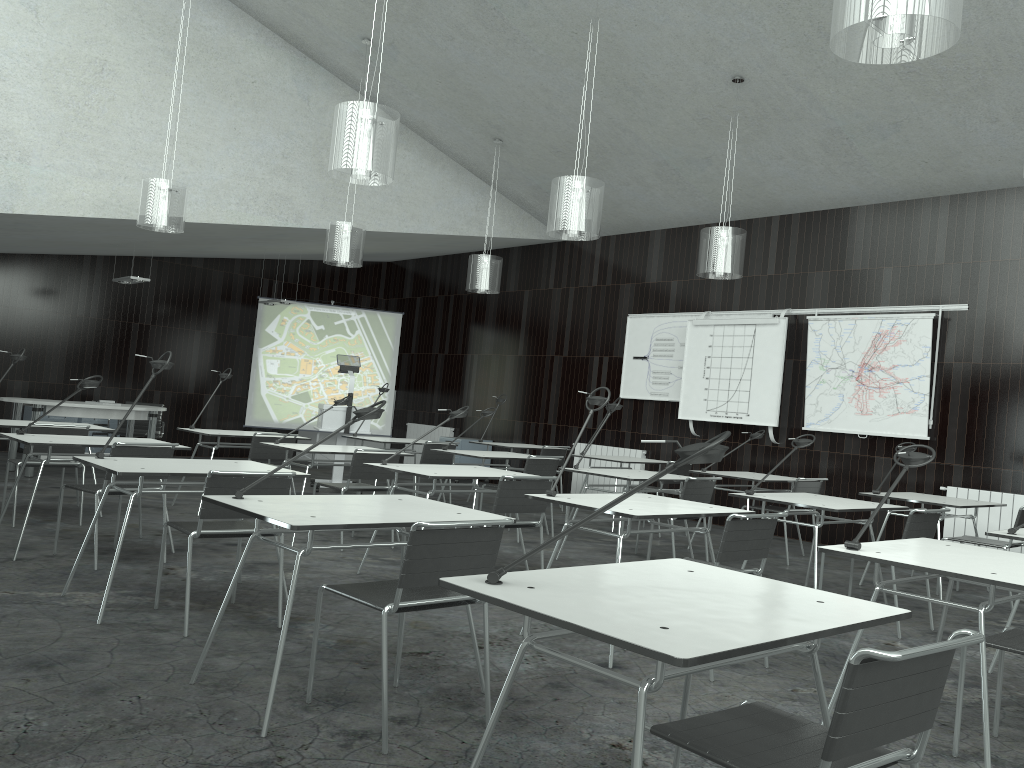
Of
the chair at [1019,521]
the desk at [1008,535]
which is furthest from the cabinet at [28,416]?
the desk at [1008,535]

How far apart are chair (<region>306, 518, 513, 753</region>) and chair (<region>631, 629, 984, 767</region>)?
1.0 meters

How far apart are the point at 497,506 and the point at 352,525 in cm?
204

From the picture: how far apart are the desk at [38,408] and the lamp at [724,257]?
5.7 meters

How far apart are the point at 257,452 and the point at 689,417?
4.58m

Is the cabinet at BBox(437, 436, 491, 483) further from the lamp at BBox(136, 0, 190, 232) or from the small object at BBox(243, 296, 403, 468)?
the lamp at BBox(136, 0, 190, 232)

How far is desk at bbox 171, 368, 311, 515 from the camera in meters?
7.1

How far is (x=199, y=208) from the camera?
8.2m

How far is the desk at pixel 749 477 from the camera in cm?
714

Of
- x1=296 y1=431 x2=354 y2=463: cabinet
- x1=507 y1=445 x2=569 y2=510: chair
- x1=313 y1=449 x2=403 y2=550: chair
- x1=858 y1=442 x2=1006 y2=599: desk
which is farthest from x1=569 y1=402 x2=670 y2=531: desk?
x1=296 y1=431 x2=354 y2=463: cabinet
